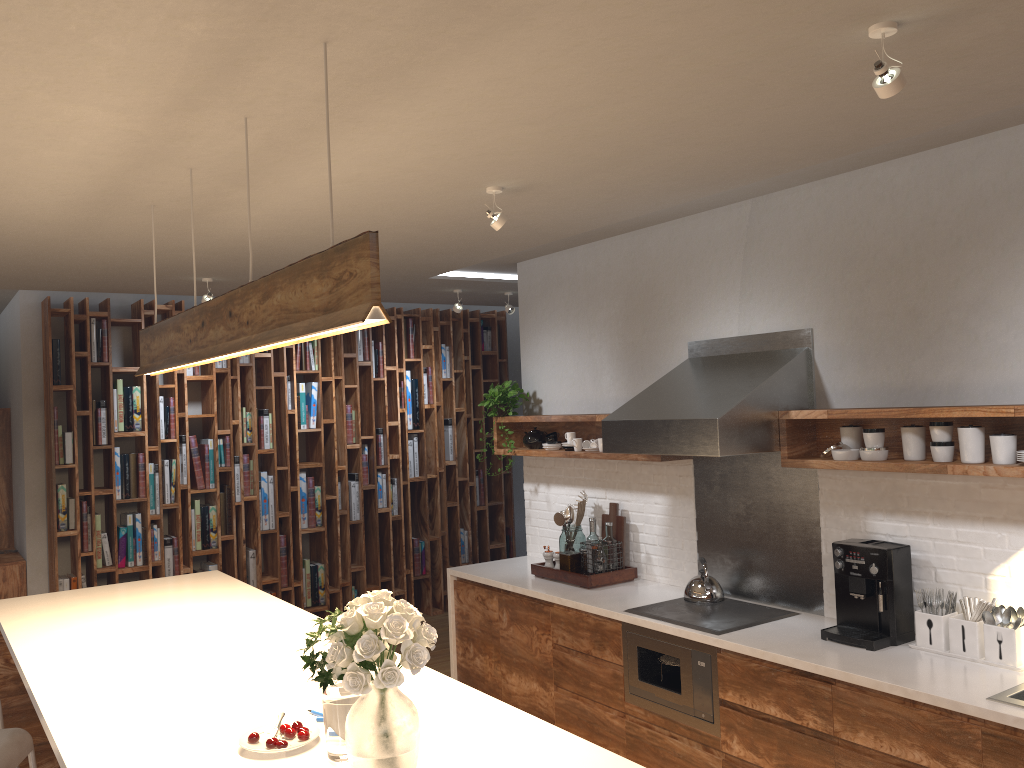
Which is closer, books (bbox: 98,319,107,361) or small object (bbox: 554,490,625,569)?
small object (bbox: 554,490,625,569)

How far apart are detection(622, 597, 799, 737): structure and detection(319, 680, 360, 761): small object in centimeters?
215cm

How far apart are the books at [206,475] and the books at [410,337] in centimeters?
196cm

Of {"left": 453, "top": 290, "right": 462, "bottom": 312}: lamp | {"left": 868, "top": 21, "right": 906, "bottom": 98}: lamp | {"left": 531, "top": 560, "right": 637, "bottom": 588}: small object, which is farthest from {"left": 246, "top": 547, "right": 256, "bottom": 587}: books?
{"left": 868, "top": 21, "right": 906, "bottom": 98}: lamp

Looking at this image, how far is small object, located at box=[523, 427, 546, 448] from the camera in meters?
5.7

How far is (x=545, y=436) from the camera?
5.6m

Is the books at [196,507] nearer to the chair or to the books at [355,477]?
the books at [355,477]

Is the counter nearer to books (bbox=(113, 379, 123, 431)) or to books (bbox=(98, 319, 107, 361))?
books (bbox=(113, 379, 123, 431))

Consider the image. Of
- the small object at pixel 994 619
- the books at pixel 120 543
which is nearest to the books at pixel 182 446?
the books at pixel 120 543

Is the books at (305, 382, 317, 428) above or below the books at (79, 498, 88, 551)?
above
